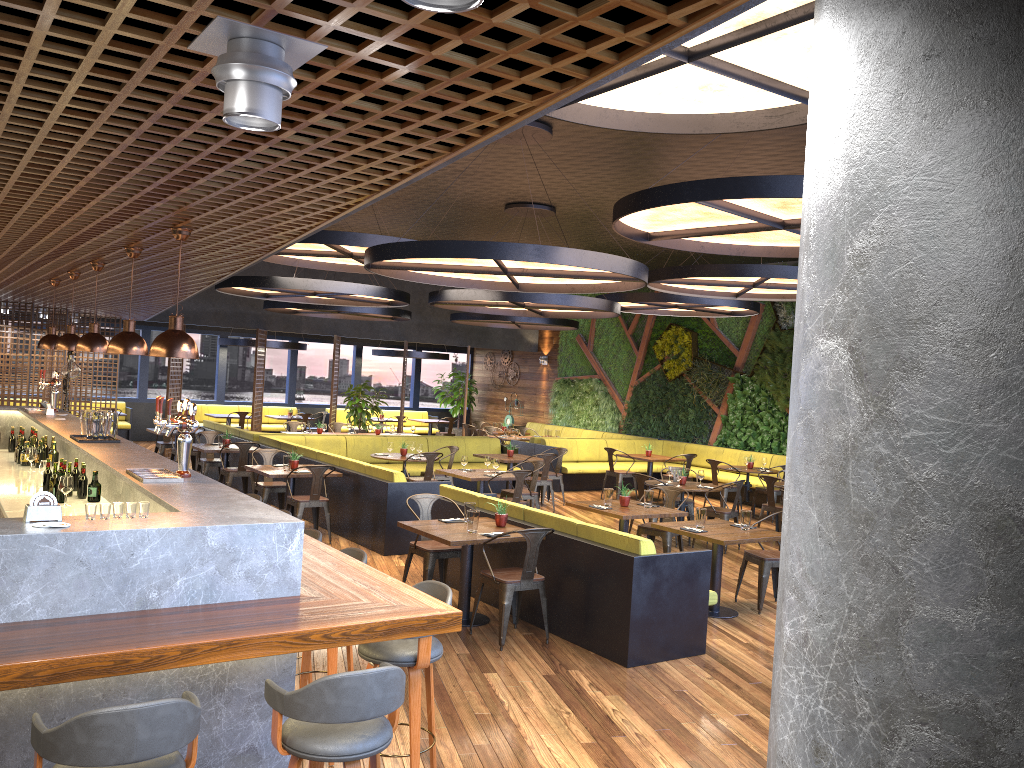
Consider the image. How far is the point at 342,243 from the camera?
9.55m

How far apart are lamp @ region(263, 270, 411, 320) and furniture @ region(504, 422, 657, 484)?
→ 3.23m

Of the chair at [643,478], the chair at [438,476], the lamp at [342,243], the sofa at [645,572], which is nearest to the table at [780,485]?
the chair at [643,478]

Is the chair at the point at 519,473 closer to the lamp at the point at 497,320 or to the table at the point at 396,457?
the table at the point at 396,457

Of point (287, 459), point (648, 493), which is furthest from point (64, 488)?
point (648, 493)

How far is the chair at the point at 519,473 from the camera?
10.70m

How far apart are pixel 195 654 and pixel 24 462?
6.2m

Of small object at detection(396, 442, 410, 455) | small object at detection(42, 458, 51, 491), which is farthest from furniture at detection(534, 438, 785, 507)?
small object at detection(42, 458, 51, 491)

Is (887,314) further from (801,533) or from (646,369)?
(646,369)

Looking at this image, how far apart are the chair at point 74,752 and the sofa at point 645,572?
3.99m
